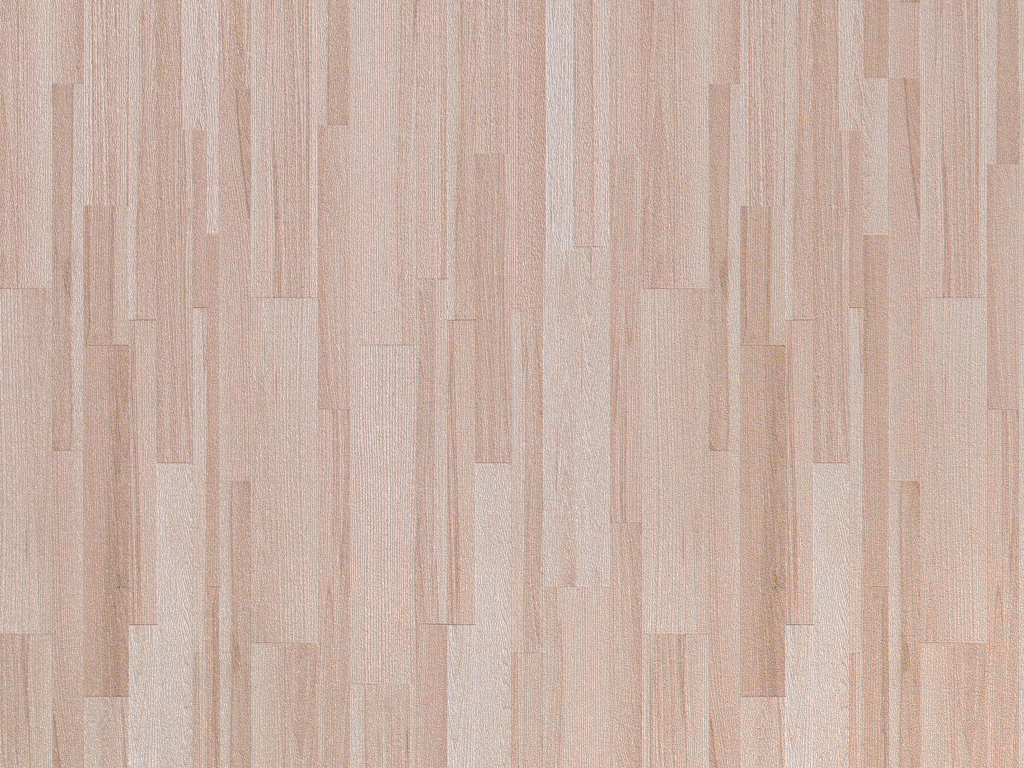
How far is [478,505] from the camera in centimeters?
70cm
